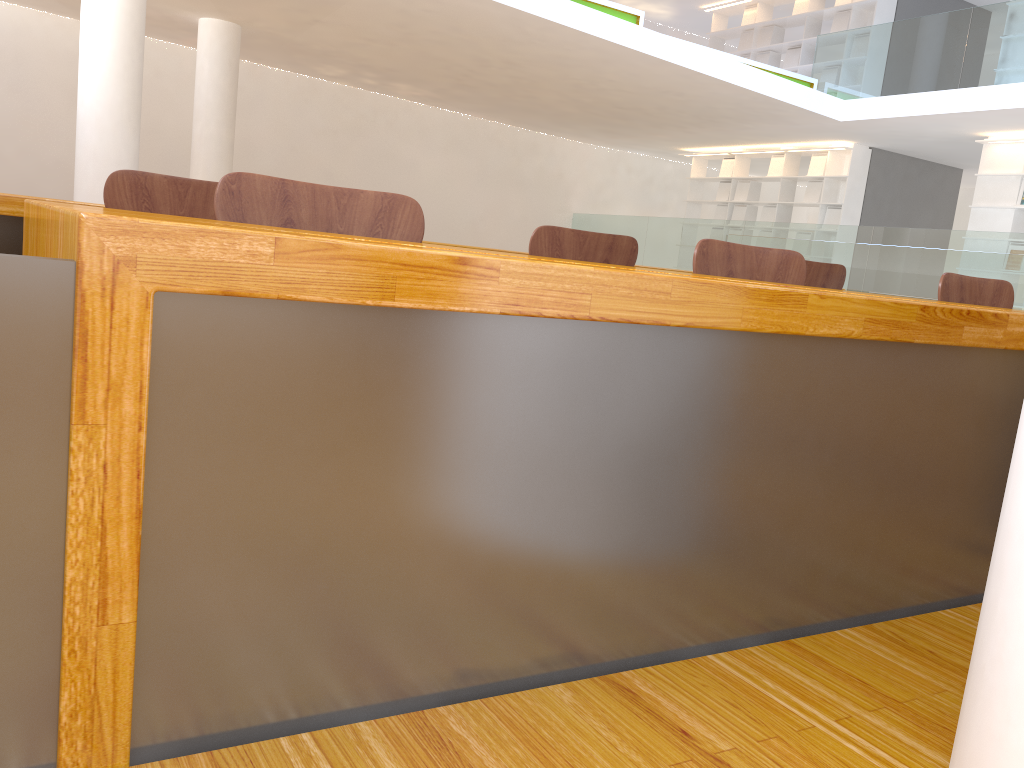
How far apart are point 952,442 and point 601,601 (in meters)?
0.58

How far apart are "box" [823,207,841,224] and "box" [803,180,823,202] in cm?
25

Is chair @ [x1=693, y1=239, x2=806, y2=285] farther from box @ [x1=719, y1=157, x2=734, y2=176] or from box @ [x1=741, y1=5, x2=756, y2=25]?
box @ [x1=741, y1=5, x2=756, y2=25]

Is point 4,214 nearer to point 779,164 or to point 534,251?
point 534,251

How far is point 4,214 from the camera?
2.1 meters

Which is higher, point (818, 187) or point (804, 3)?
point (804, 3)

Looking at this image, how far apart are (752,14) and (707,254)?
11.5m

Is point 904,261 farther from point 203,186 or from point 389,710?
point 389,710

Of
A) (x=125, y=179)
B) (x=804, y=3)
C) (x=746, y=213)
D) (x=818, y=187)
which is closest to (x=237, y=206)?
(x=125, y=179)

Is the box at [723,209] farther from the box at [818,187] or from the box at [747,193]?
the box at [818,187]
